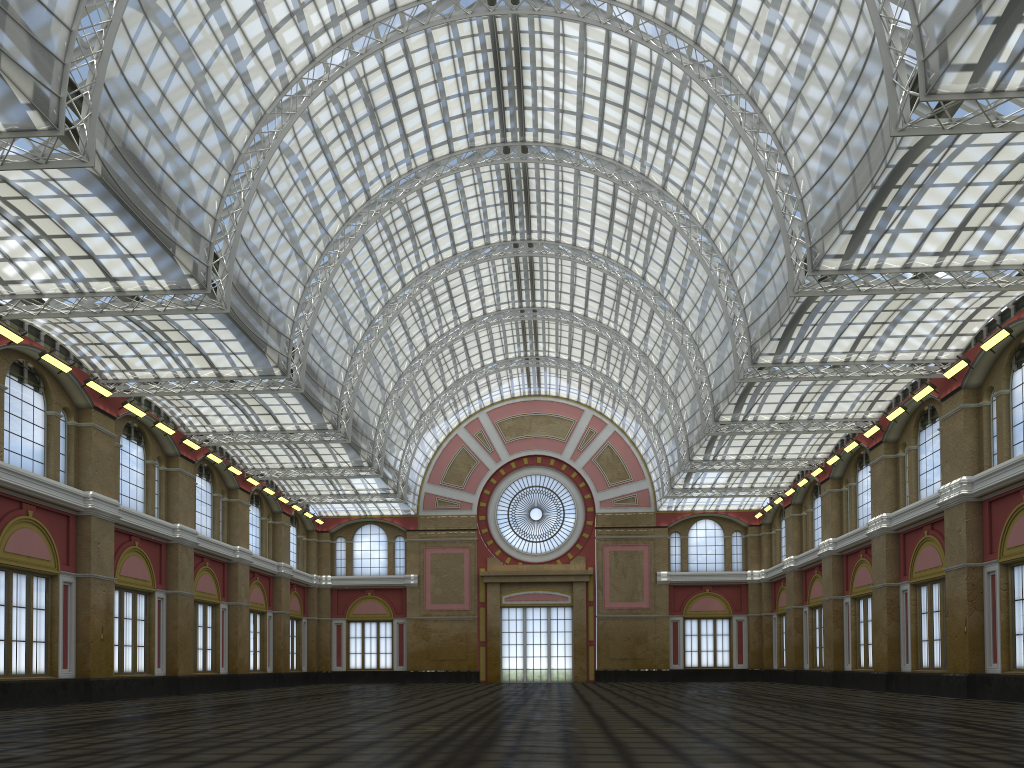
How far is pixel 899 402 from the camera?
47.1 meters

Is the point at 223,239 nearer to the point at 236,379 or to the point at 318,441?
the point at 236,379
